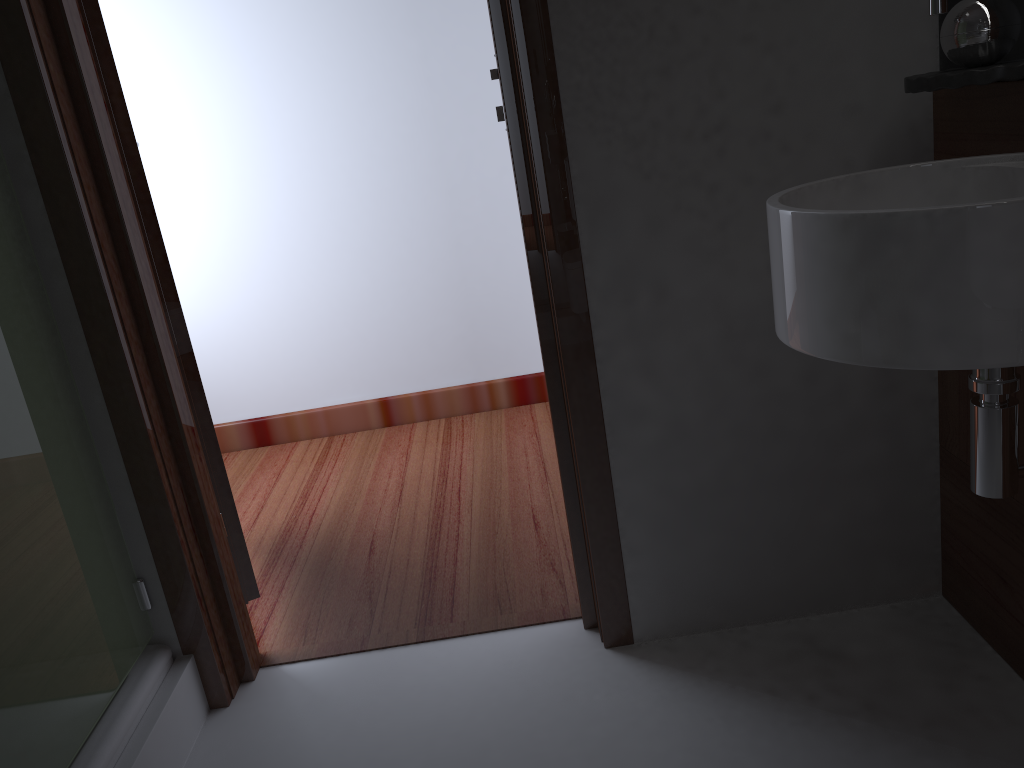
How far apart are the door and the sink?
1.1m

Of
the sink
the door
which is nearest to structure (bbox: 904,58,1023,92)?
the sink

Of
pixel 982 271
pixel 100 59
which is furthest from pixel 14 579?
pixel 982 271

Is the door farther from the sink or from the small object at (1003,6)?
the small object at (1003,6)

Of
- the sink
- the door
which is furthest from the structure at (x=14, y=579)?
the sink

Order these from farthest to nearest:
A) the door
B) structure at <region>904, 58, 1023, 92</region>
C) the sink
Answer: the door → structure at <region>904, 58, 1023, 92</region> → the sink

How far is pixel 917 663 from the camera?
1.5 meters

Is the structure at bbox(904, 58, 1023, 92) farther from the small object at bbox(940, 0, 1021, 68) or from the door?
the door

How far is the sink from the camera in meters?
0.9

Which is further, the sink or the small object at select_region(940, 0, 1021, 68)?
the small object at select_region(940, 0, 1021, 68)
